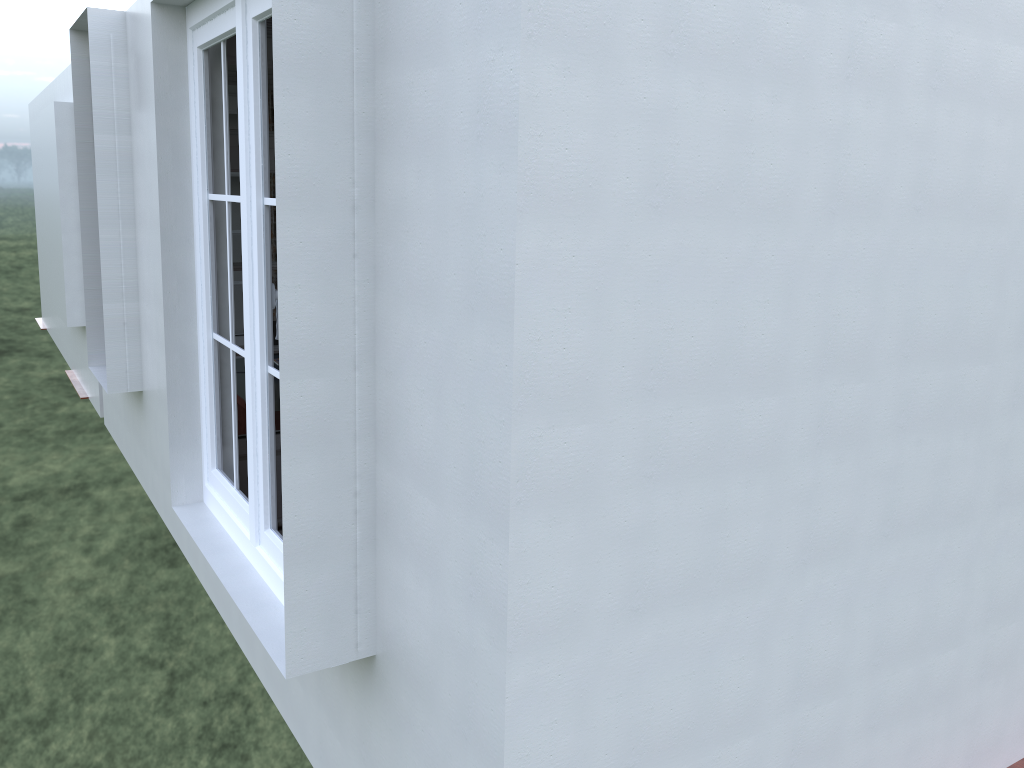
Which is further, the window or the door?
the door

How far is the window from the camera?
2.76m

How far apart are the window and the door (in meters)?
0.86

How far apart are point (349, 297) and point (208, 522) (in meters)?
1.63

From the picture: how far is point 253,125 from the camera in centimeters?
276cm

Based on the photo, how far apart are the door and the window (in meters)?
0.86

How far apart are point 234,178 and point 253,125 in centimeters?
163cm

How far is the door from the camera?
4.3m
